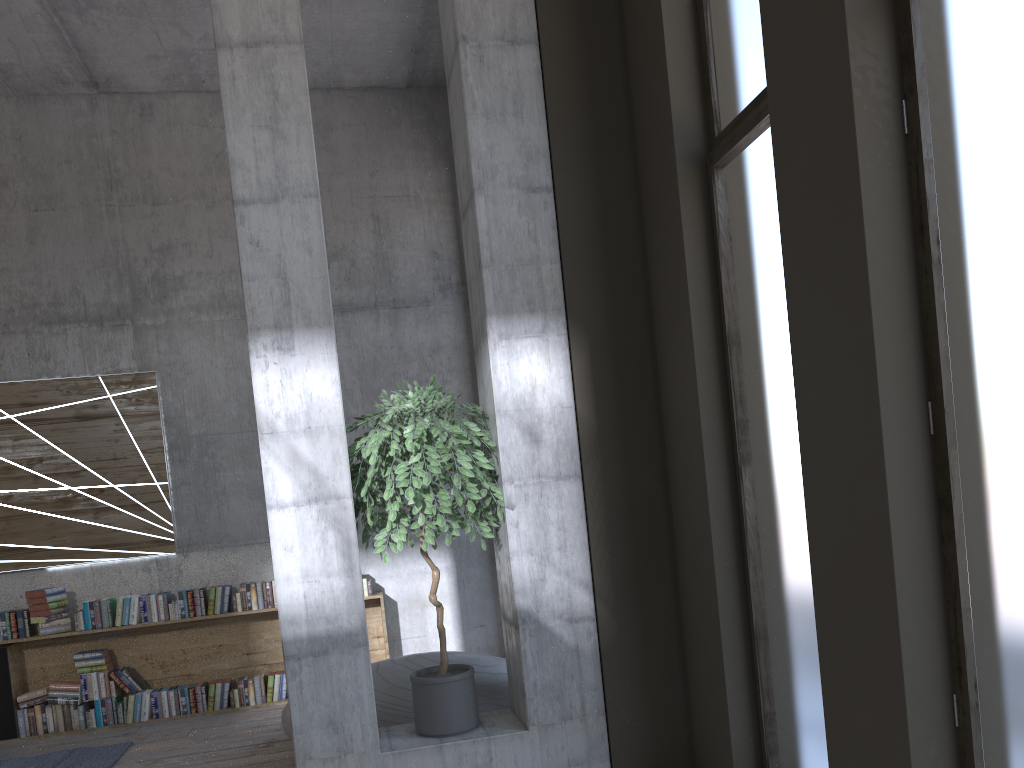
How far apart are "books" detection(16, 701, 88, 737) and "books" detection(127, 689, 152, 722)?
0.3m

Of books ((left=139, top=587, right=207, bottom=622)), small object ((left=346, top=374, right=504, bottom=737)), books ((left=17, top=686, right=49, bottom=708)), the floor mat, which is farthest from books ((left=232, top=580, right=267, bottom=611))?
small object ((left=346, top=374, right=504, bottom=737))

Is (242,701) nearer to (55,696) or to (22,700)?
(55,696)

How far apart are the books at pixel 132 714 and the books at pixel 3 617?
0.9 meters

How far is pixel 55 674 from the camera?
6.97m

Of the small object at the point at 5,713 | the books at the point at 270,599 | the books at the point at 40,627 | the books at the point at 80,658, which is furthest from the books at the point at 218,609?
the small object at the point at 5,713

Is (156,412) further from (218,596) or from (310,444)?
(310,444)

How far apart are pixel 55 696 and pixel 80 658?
0.31m

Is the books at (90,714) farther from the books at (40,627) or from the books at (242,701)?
the books at (242,701)

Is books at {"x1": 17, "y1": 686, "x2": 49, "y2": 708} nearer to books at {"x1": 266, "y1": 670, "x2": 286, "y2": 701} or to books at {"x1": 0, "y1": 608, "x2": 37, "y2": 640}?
books at {"x1": 0, "y1": 608, "x2": 37, "y2": 640}
